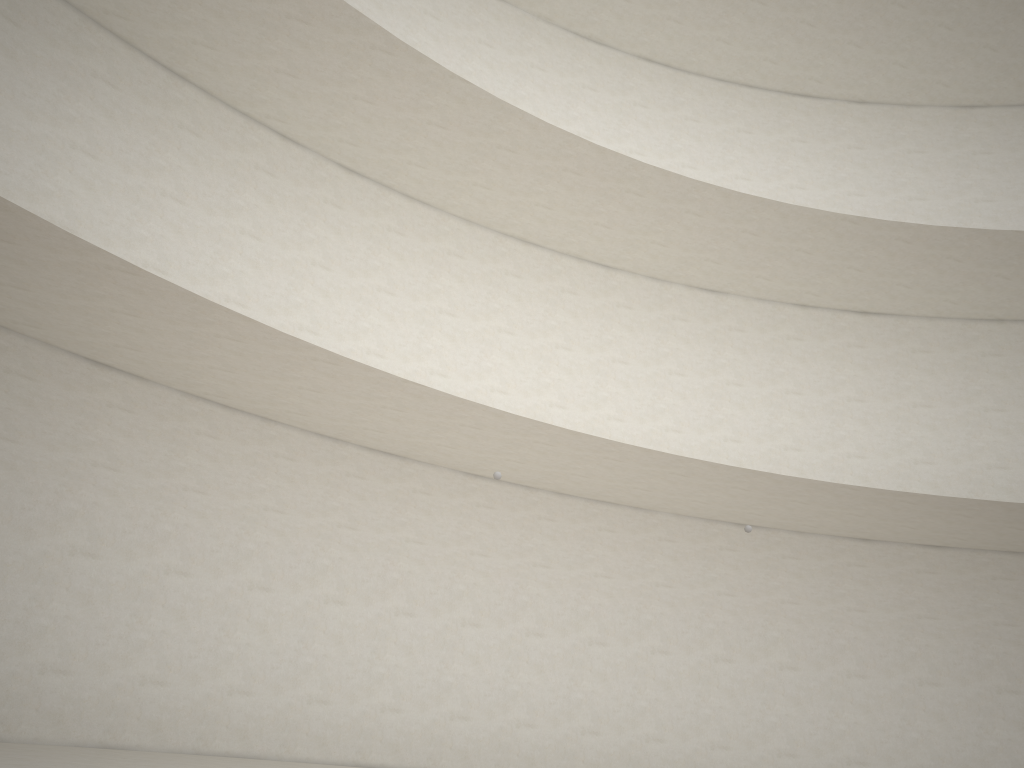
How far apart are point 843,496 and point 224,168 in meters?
9.5 m
